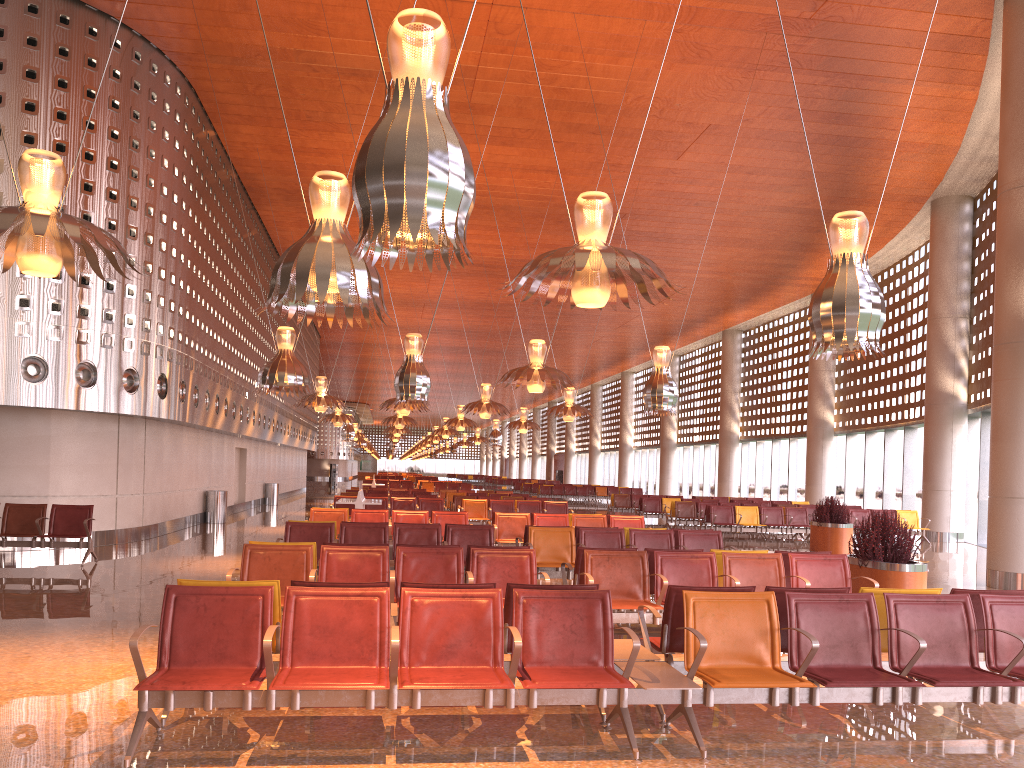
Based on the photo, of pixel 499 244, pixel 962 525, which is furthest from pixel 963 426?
pixel 499 244

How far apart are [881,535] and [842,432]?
27.0 meters

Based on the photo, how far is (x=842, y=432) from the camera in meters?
35.5

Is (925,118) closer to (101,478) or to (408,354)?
(408,354)
